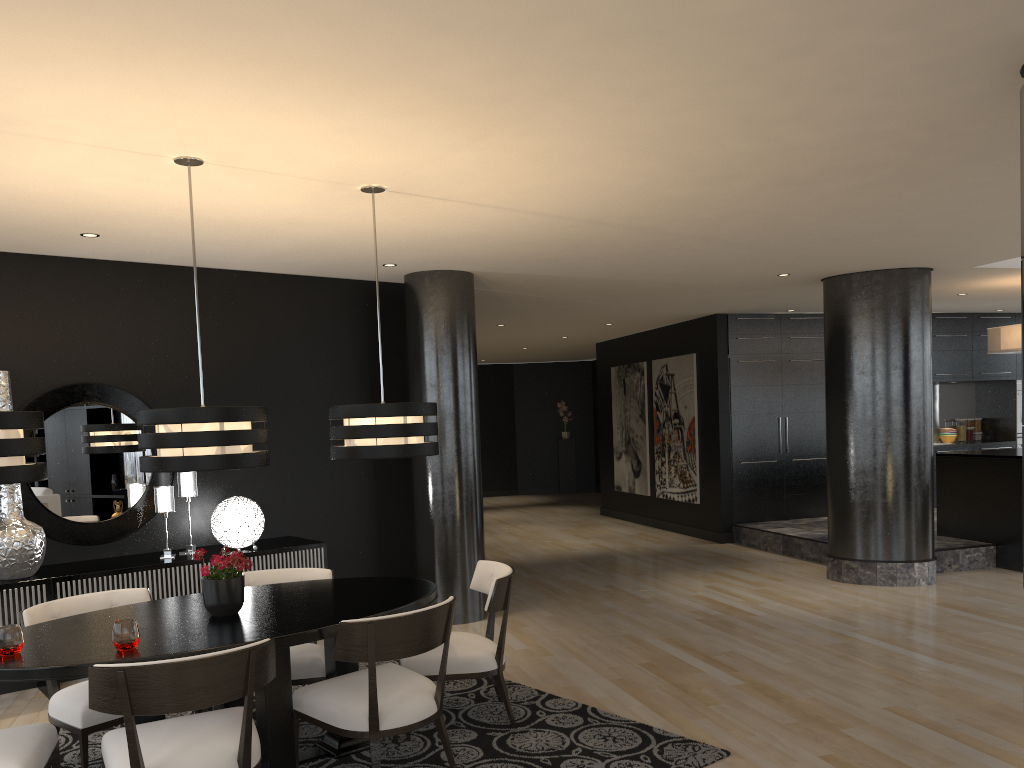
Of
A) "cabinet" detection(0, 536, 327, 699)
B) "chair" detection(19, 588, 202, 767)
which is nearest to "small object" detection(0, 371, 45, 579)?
"cabinet" detection(0, 536, 327, 699)

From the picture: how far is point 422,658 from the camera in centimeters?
425cm

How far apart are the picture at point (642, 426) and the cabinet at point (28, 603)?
6.9 meters

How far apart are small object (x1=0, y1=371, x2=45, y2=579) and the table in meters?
1.4 m

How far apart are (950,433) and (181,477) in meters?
10.2

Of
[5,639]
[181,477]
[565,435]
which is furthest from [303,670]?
[565,435]

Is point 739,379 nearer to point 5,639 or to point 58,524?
point 58,524

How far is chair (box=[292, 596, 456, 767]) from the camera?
3.47m

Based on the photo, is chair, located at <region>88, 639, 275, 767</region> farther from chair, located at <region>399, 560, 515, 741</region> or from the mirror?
the mirror

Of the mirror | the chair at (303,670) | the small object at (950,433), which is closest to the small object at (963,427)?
the small object at (950,433)
